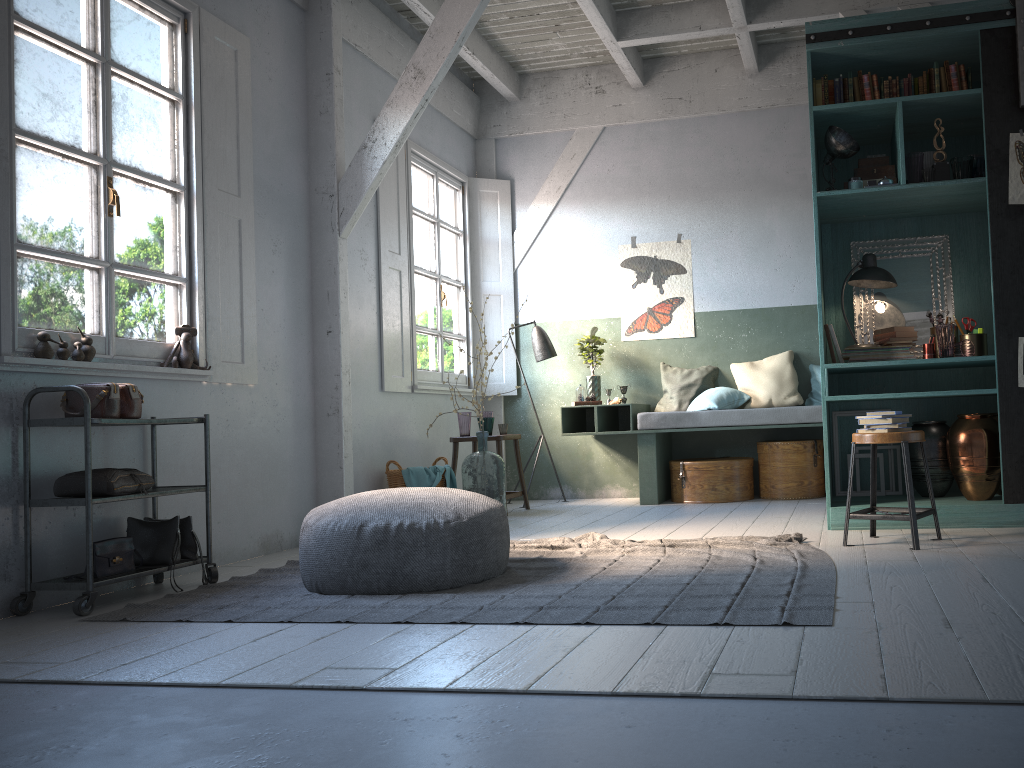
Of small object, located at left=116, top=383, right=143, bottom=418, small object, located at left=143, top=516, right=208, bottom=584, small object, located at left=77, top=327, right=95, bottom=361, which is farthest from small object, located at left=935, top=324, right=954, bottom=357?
Answer: small object, located at left=77, top=327, right=95, bottom=361

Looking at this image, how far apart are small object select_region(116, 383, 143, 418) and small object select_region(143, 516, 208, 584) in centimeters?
66cm

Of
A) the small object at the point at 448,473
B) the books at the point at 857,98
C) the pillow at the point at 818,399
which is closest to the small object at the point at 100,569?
the small object at the point at 448,473

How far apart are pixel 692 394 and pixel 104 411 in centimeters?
538cm

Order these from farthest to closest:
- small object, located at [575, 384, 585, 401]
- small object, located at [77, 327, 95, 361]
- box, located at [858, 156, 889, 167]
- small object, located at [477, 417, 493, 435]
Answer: small object, located at [575, 384, 585, 401] < small object, located at [477, 417, 493, 435] < box, located at [858, 156, 889, 167] < small object, located at [77, 327, 95, 361]

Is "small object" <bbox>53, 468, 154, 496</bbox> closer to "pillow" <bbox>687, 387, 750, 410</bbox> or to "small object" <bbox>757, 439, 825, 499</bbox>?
"pillow" <bbox>687, 387, 750, 410</bbox>

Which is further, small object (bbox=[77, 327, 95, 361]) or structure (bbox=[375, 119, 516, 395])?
structure (bbox=[375, 119, 516, 395])

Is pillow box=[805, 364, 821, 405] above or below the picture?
below

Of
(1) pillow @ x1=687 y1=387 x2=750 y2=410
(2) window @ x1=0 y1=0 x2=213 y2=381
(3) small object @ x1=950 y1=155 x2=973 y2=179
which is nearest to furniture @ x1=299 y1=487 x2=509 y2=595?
(2) window @ x1=0 y1=0 x2=213 y2=381

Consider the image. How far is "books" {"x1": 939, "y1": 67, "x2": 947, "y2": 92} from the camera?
5.5m
